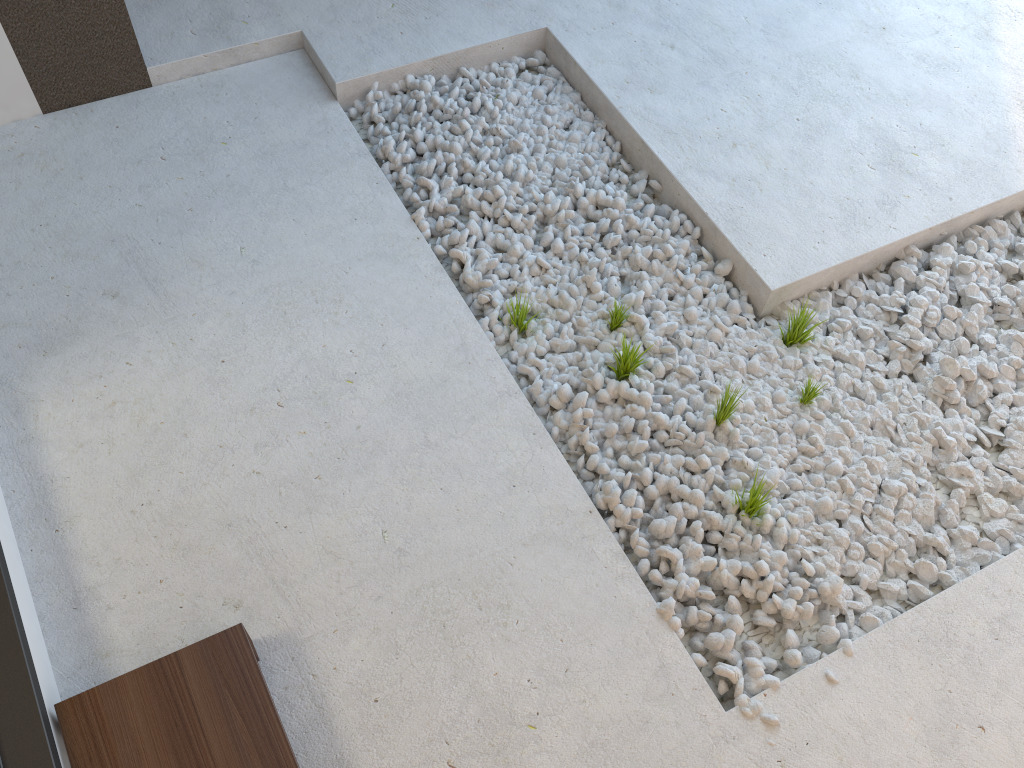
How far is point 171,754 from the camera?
1.5 meters

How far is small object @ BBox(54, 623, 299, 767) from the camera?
1.5m

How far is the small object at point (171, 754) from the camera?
1.5 meters
